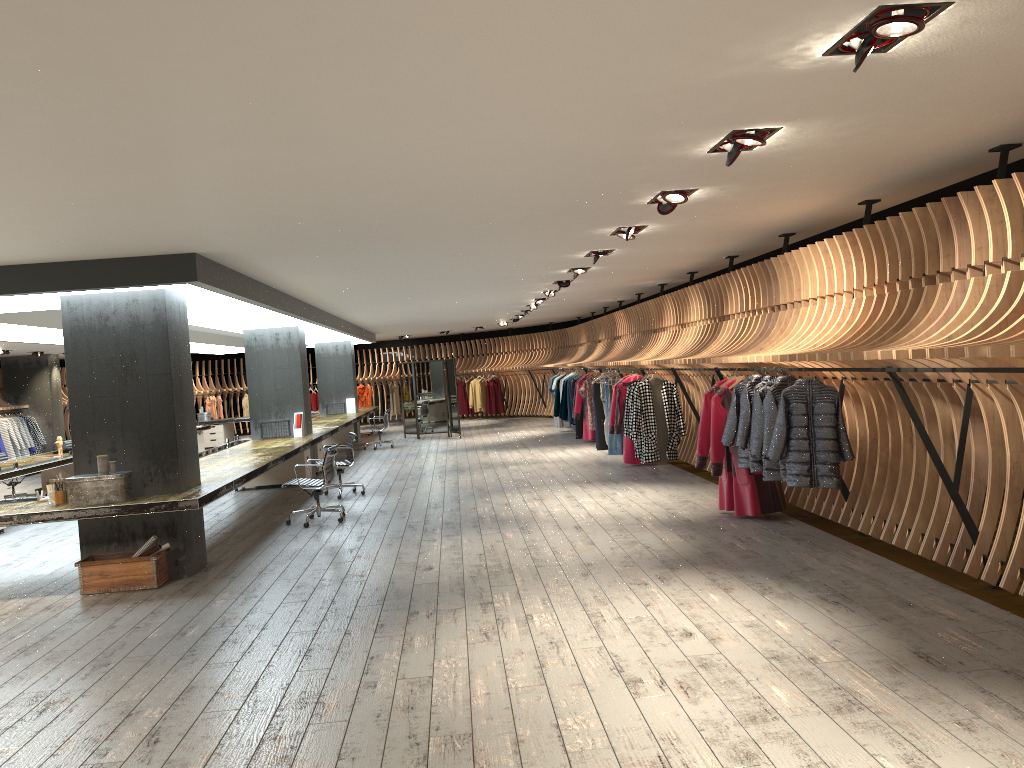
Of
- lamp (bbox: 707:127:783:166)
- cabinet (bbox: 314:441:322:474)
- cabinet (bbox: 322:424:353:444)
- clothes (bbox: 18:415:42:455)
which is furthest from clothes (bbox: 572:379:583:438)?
lamp (bbox: 707:127:783:166)

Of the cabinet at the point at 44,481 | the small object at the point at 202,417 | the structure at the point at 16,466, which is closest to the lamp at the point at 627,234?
the structure at the point at 16,466

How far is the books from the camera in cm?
2180

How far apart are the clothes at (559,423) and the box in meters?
14.7 m

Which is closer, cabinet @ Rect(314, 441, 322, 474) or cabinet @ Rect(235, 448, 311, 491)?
cabinet @ Rect(235, 448, 311, 491)

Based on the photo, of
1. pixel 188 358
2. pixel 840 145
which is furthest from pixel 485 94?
pixel 188 358

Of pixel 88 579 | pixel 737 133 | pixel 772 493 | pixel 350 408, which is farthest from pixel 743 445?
pixel 350 408

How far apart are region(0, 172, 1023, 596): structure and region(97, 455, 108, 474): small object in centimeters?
557cm

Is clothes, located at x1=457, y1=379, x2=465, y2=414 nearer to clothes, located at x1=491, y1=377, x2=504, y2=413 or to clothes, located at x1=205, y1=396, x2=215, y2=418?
clothes, located at x1=491, y1=377, x2=504, y2=413

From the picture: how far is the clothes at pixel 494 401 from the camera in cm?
2686
